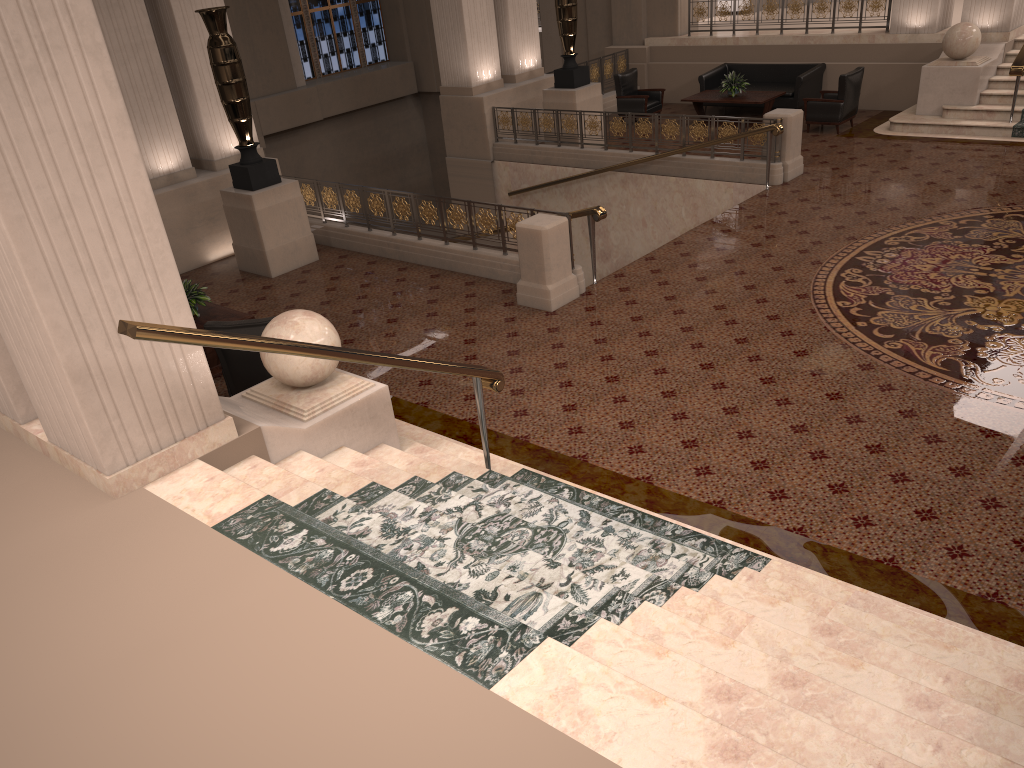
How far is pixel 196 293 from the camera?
8.2 meters

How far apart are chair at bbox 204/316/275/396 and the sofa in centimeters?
1121cm

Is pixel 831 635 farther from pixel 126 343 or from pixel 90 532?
pixel 126 343

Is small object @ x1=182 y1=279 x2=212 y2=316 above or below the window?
below

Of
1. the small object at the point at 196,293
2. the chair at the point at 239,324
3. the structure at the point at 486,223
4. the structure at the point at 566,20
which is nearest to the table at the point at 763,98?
the structure at the point at 566,20

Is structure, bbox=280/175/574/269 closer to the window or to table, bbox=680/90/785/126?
table, bbox=680/90/785/126

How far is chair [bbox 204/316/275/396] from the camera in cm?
693

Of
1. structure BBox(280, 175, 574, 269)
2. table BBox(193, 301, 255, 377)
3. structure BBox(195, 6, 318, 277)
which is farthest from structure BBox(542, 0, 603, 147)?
table BBox(193, 301, 255, 377)

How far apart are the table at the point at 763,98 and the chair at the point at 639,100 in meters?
0.8

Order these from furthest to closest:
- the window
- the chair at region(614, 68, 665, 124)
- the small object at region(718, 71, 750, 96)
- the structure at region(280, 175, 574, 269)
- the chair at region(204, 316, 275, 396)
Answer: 1. the window
2. the chair at region(614, 68, 665, 124)
3. the small object at region(718, 71, 750, 96)
4. the structure at region(280, 175, 574, 269)
5. the chair at region(204, 316, 275, 396)
